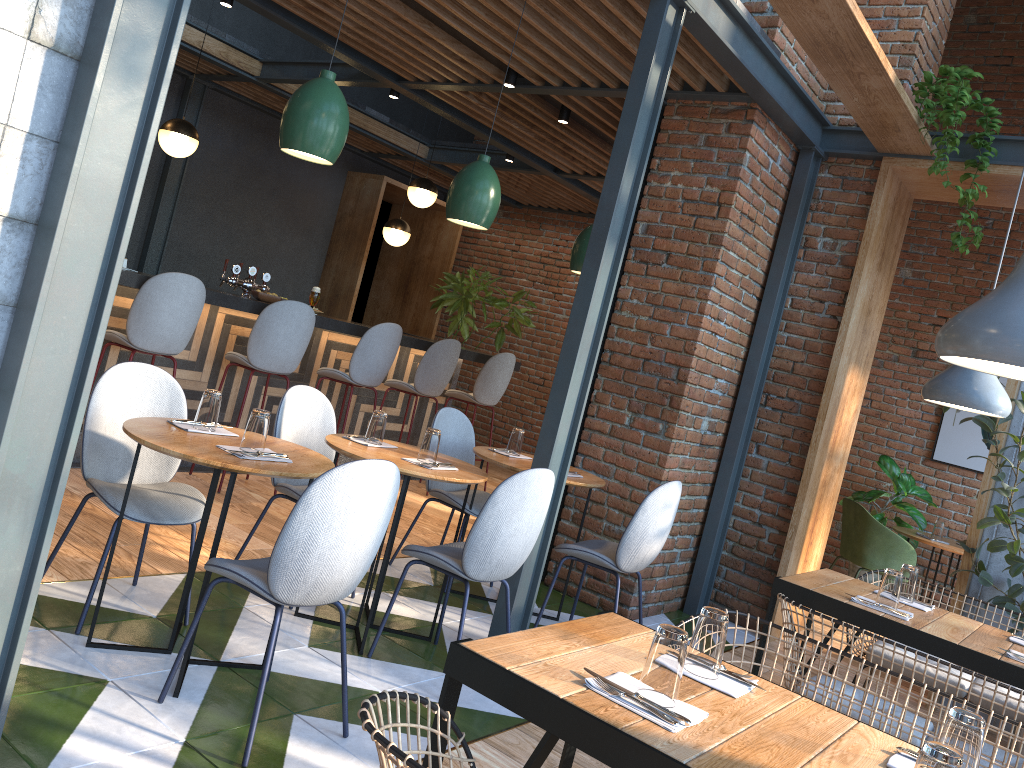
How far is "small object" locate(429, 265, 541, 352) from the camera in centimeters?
943cm

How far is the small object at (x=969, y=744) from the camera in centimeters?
164cm

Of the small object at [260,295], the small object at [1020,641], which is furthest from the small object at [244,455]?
the small object at [260,295]

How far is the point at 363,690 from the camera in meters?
3.2 m

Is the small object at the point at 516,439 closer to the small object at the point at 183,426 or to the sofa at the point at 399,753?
the small object at the point at 183,426

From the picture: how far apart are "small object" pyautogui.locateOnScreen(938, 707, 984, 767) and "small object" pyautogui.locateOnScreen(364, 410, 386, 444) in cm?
255

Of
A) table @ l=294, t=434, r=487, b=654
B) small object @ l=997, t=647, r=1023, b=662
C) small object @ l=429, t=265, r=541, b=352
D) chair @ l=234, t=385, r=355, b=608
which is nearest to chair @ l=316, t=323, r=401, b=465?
chair @ l=234, t=385, r=355, b=608

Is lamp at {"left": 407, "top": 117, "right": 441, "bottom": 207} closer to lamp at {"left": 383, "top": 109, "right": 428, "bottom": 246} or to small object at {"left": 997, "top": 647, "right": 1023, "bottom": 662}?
lamp at {"left": 383, "top": 109, "right": 428, "bottom": 246}

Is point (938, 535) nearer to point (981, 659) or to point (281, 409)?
point (981, 659)

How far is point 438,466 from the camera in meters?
3.6 m
